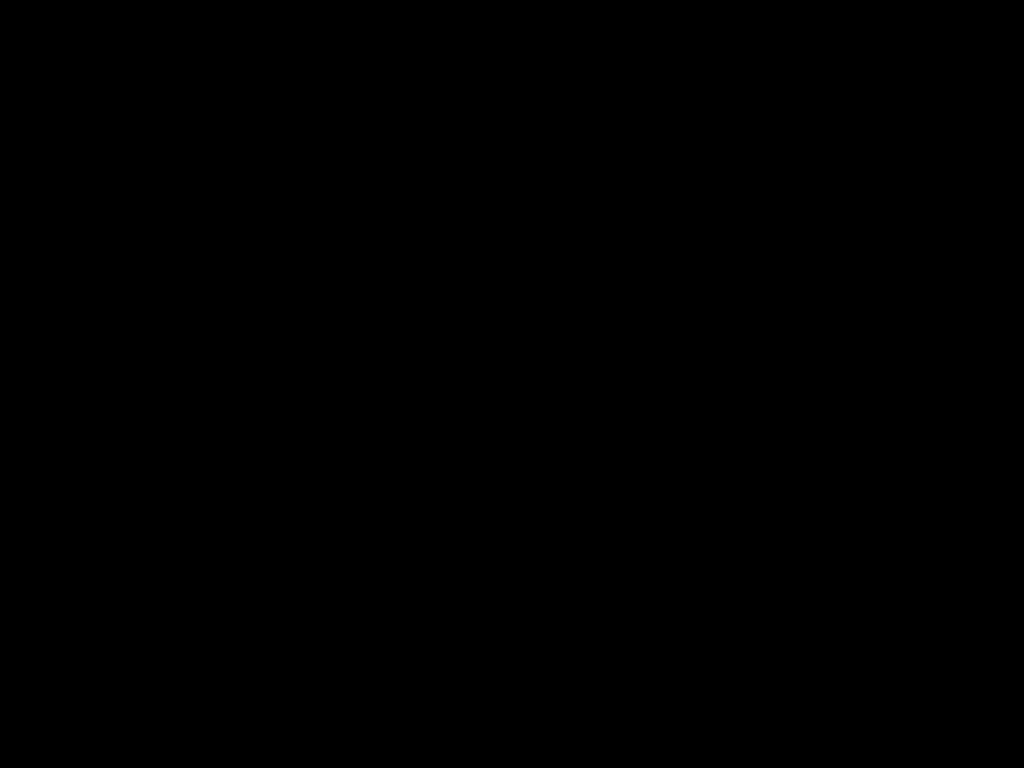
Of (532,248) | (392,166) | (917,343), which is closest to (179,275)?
(917,343)
